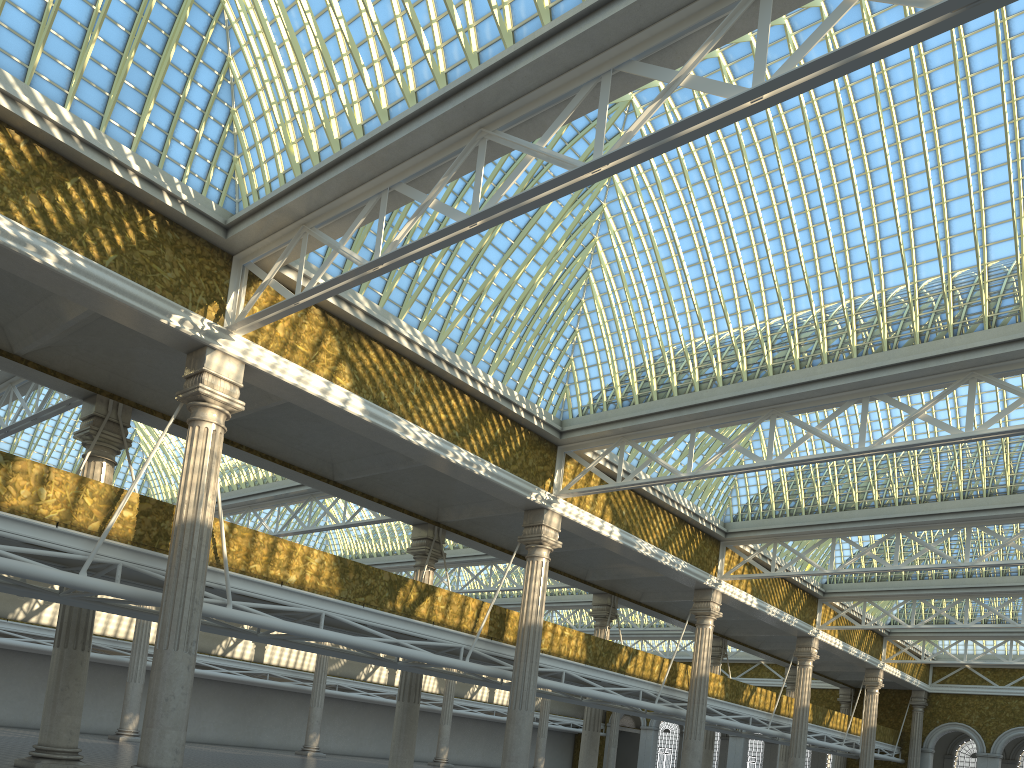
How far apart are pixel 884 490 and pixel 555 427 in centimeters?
1311cm

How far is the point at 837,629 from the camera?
40.12m
